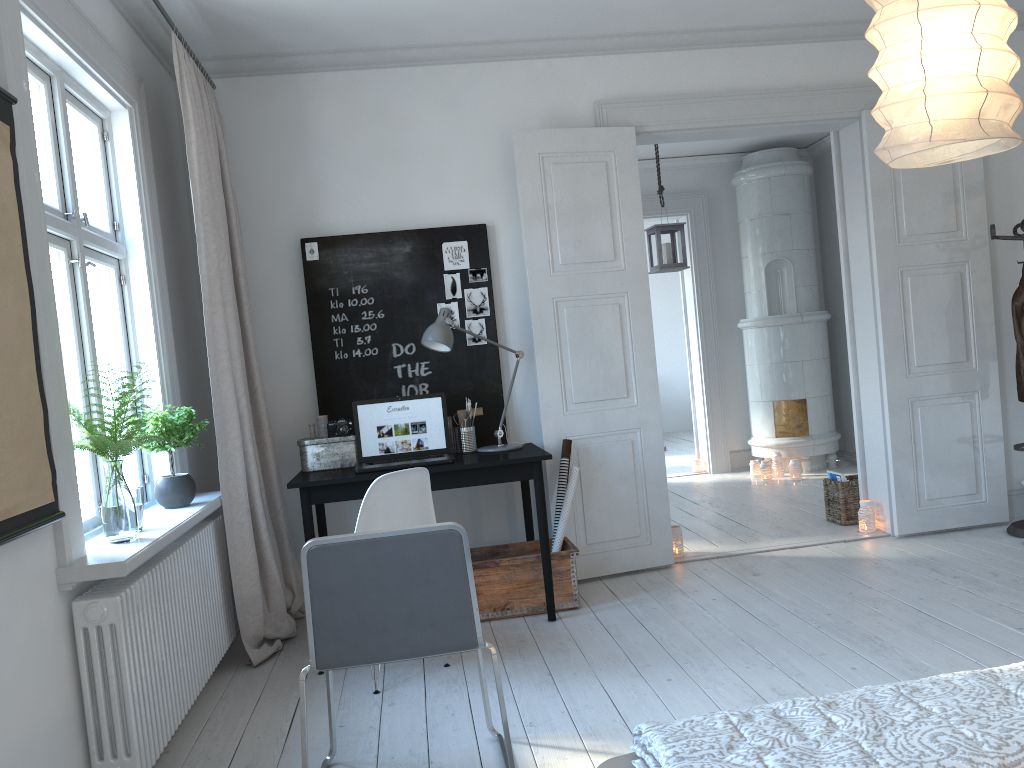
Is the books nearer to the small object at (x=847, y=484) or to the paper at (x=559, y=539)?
the small object at (x=847, y=484)

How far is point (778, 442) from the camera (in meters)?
7.45

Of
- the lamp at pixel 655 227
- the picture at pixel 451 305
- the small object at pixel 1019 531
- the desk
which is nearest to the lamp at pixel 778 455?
the lamp at pixel 655 227

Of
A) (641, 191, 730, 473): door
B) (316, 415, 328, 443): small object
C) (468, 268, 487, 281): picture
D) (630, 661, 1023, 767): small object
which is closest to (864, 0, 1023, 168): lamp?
(630, 661, 1023, 767): small object

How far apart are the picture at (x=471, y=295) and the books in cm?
243

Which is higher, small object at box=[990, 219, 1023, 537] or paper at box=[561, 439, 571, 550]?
paper at box=[561, 439, 571, 550]

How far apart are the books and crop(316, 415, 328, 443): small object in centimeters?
310cm

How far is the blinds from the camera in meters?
3.7

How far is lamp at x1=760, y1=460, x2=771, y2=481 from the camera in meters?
7.2 m

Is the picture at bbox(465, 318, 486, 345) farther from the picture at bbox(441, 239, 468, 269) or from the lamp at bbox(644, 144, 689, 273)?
the lamp at bbox(644, 144, 689, 273)
